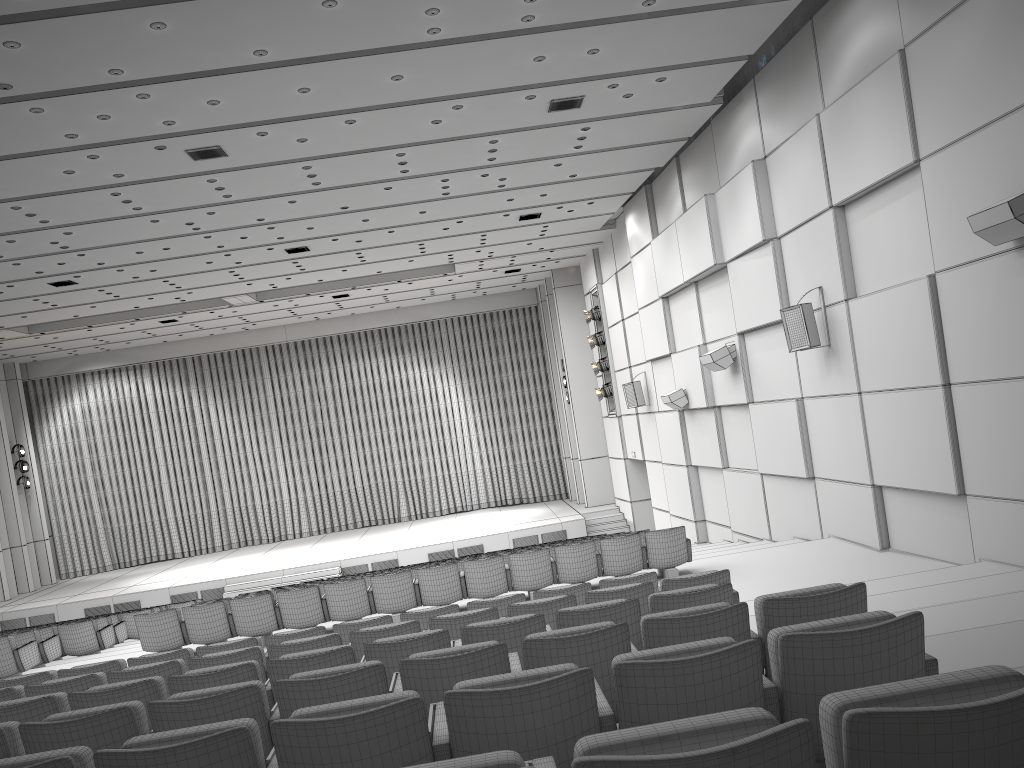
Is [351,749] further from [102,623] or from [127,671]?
[102,623]

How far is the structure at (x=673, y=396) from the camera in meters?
16.2

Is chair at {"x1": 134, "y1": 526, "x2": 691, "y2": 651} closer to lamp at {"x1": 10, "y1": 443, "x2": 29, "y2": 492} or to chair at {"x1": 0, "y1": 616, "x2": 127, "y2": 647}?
chair at {"x1": 0, "y1": 616, "x2": 127, "y2": 647}

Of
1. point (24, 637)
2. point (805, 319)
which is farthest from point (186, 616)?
point (805, 319)

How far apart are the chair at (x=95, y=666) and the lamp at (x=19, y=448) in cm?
2065

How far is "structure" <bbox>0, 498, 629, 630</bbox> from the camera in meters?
21.1

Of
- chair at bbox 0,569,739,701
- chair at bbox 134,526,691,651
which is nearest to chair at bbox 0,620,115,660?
chair at bbox 134,526,691,651

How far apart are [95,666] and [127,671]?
1.31m

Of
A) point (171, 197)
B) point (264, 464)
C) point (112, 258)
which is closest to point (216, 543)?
point (264, 464)

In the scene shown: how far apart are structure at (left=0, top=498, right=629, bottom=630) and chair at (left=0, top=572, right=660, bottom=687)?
14.25m
